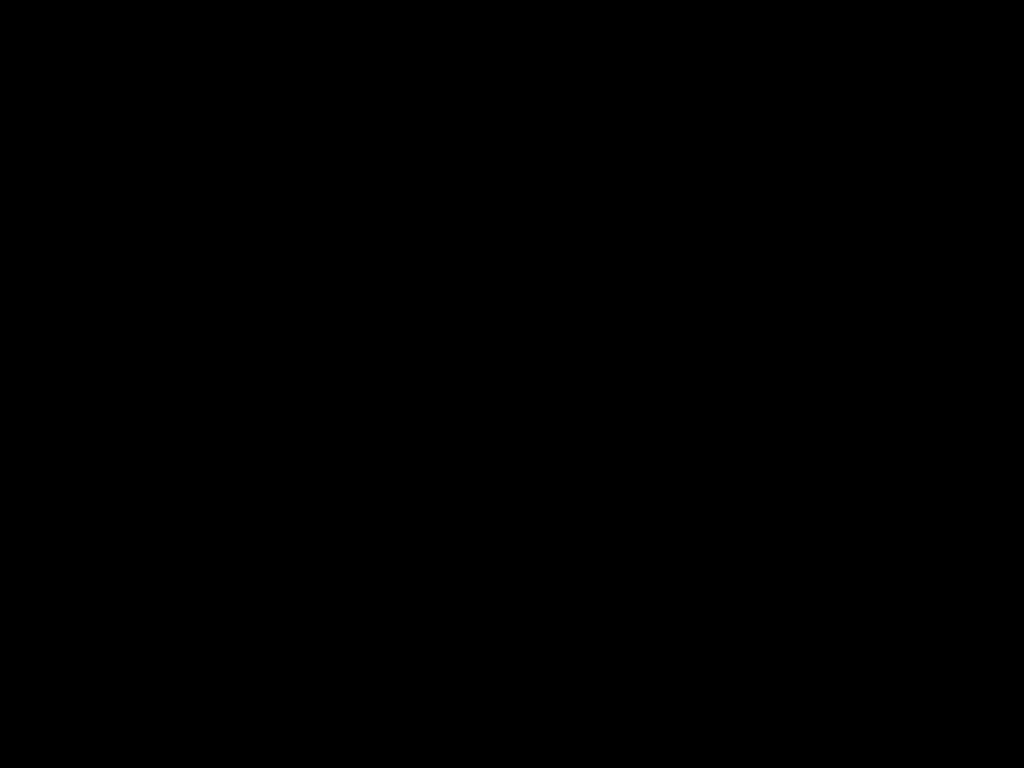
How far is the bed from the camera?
0.24m

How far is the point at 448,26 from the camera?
0.2 meters

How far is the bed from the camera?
0.2m
